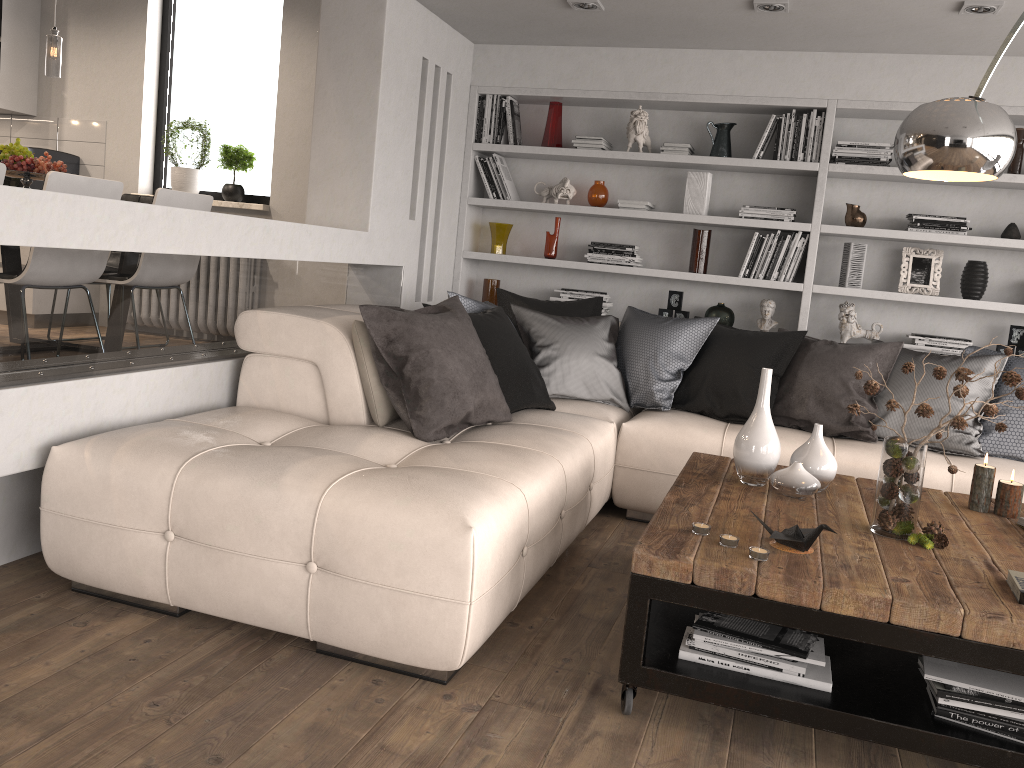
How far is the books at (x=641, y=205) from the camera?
5.3m

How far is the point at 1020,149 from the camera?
4.72m

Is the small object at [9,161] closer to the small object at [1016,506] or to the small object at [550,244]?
the small object at [550,244]

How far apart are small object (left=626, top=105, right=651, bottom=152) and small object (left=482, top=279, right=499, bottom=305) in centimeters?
120cm

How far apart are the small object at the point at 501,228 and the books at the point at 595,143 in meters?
0.7 m

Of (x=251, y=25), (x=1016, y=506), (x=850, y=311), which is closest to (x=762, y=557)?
(x=1016, y=506)

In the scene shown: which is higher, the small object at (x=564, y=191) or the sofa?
the small object at (x=564, y=191)

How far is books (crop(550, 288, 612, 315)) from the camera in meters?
5.5 m

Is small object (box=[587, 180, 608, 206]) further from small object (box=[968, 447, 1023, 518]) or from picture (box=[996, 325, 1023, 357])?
small object (box=[968, 447, 1023, 518])

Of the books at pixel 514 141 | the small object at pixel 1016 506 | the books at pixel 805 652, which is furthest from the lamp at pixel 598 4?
the books at pixel 805 652
